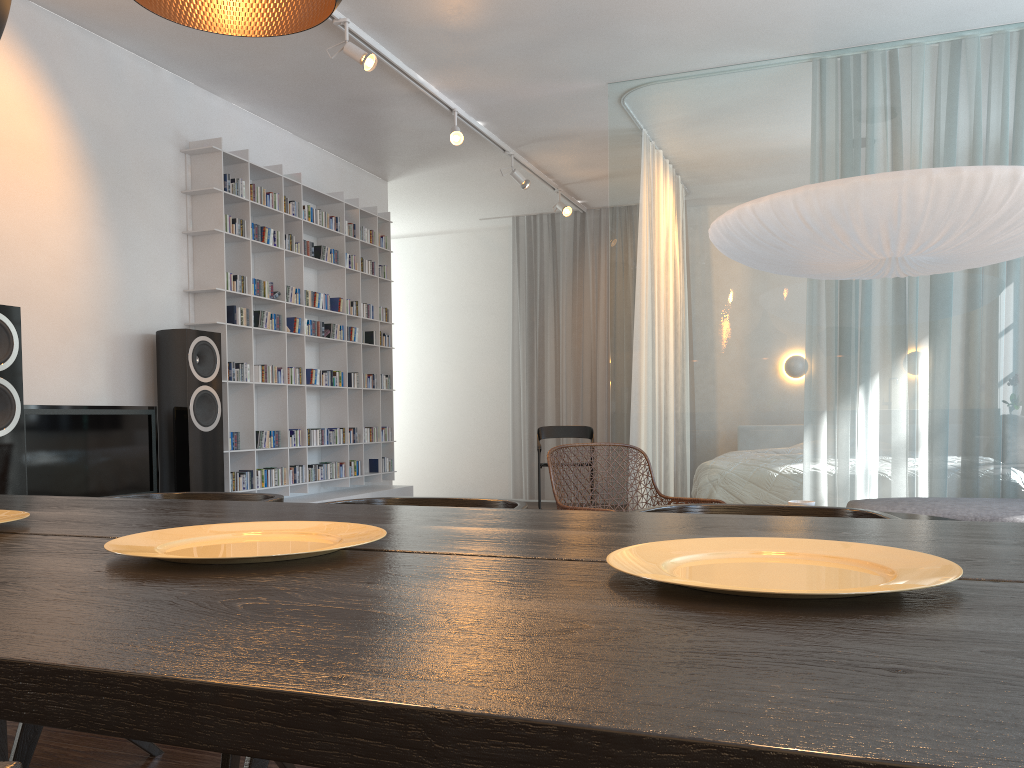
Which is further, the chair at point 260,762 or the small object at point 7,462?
the small object at point 7,462

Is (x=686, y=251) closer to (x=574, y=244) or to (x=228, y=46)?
(x=228, y=46)

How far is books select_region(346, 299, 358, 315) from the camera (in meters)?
6.35

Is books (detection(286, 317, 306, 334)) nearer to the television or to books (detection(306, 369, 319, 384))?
books (detection(306, 369, 319, 384))

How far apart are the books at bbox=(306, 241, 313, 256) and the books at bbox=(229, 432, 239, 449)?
1.43m

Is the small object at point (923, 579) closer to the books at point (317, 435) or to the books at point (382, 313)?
the books at point (317, 435)

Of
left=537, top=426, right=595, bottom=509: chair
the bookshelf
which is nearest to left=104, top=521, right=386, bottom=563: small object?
the bookshelf

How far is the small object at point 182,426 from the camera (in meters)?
4.59

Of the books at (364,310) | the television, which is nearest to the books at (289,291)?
the books at (364,310)

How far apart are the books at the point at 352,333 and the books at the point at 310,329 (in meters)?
0.49
